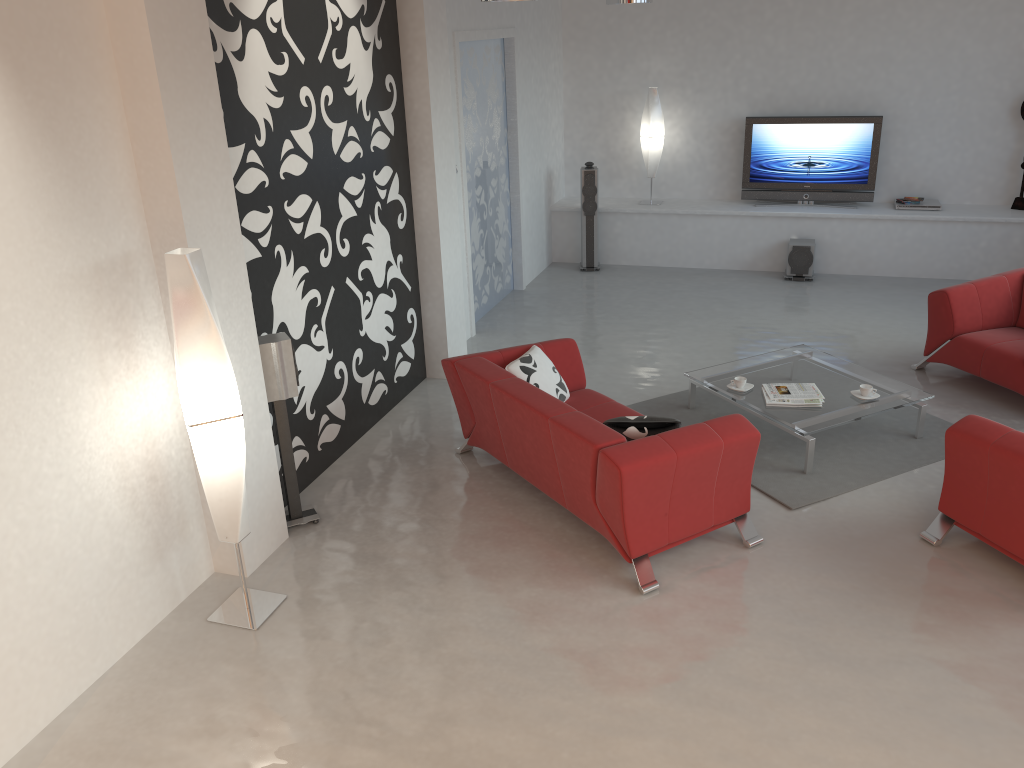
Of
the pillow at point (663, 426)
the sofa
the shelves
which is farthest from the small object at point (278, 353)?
the shelves

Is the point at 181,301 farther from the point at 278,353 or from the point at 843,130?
the point at 843,130

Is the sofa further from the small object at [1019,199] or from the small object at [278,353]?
the small object at [1019,199]

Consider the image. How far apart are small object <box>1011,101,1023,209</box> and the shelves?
0.06m

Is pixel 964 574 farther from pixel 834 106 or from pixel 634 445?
pixel 834 106

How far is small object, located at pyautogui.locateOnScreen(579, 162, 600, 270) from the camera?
9.5m

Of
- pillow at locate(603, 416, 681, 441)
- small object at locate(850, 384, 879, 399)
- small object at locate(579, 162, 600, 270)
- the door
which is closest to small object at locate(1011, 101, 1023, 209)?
small object at locate(579, 162, 600, 270)

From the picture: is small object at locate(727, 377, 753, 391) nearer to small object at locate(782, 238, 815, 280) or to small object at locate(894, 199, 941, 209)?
small object at locate(782, 238, 815, 280)

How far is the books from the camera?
5.6 meters

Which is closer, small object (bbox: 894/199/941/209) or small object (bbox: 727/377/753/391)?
small object (bbox: 727/377/753/391)
